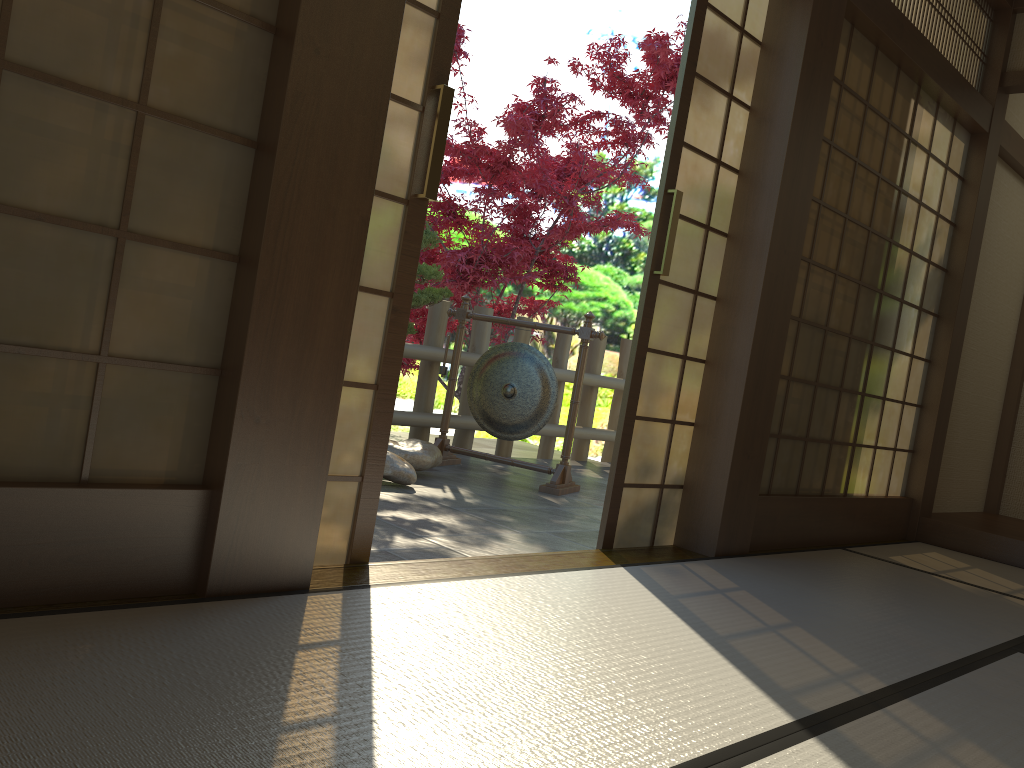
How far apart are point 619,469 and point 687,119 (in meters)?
1.27

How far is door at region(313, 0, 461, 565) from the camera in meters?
2.3

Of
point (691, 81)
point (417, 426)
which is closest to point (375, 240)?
point (691, 81)

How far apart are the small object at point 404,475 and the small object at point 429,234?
0.6m

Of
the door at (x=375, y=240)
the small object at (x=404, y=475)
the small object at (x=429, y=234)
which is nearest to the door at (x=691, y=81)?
the door at (x=375, y=240)

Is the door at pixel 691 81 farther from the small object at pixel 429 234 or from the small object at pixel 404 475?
the small object at pixel 429 234

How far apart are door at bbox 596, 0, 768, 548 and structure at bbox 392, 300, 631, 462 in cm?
253

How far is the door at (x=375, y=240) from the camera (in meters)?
2.31

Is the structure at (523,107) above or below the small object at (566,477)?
above

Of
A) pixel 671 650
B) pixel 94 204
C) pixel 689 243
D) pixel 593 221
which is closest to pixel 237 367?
pixel 94 204
